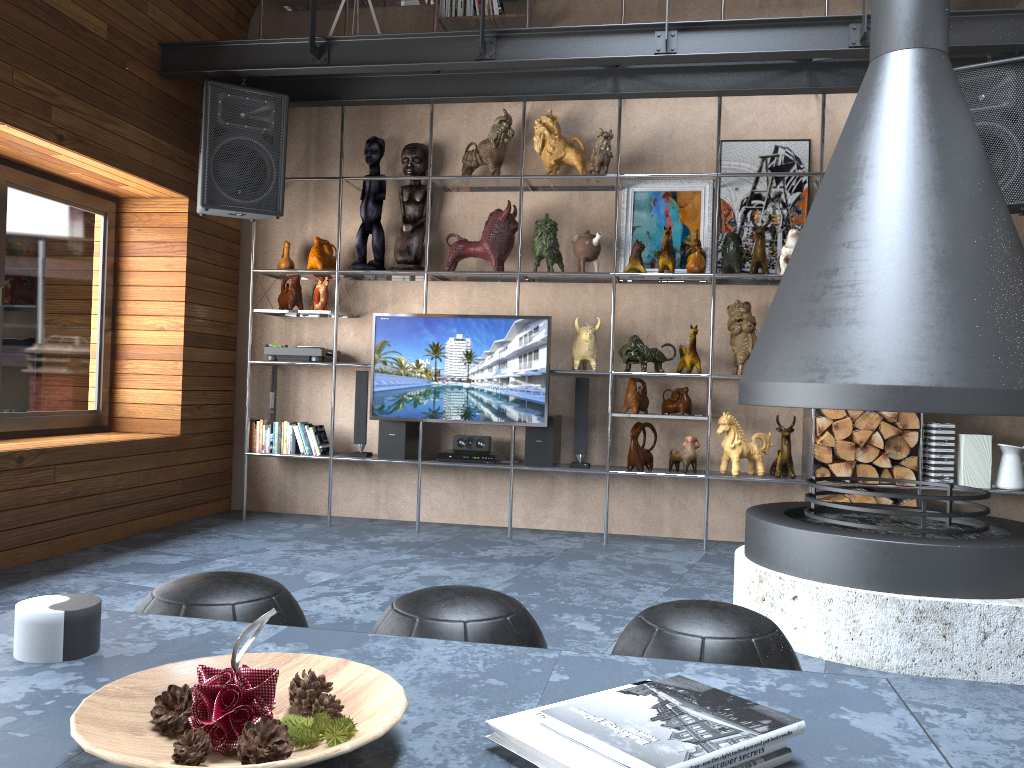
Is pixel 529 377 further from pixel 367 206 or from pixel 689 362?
pixel 367 206

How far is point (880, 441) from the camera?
4.8 meters

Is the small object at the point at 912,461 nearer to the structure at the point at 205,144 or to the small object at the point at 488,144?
the small object at the point at 488,144

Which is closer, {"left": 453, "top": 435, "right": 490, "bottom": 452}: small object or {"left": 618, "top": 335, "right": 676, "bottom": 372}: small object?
{"left": 618, "top": 335, "right": 676, "bottom": 372}: small object

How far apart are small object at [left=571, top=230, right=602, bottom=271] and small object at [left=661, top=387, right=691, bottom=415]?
0.9 meters

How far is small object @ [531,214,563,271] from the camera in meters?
5.2

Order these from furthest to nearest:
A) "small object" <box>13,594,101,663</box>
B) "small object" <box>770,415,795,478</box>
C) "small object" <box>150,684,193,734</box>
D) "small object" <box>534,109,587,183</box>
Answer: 1. "small object" <box>534,109,587,183</box>
2. "small object" <box>770,415,795,478</box>
3. "small object" <box>13,594,101,663</box>
4. "small object" <box>150,684,193,734</box>

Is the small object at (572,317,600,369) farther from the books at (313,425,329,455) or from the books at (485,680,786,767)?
the books at (485,680,786,767)

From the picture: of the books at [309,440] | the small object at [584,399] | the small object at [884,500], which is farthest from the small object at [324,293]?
the small object at [884,500]

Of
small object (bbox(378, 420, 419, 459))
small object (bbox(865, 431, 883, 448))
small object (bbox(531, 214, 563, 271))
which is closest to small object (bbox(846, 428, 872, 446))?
small object (bbox(865, 431, 883, 448))
